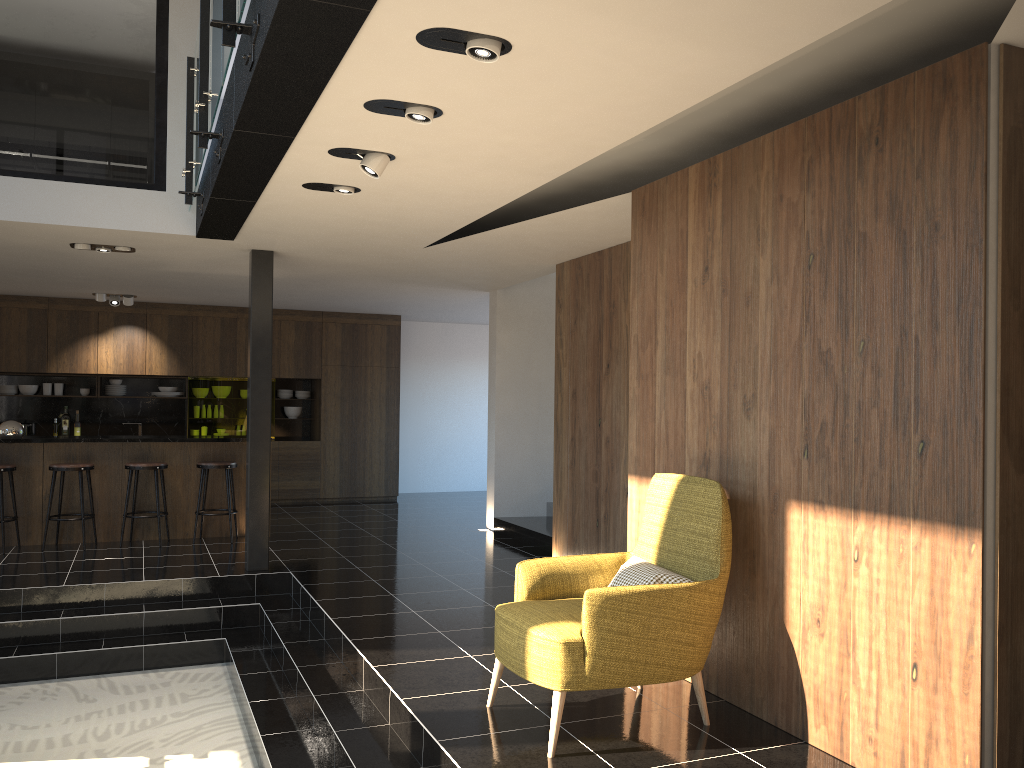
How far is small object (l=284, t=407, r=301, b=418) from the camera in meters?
12.8

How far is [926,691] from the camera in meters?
3.2 m

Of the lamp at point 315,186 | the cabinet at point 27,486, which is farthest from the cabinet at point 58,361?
the lamp at point 315,186

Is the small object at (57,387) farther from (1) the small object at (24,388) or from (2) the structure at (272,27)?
(2) the structure at (272,27)

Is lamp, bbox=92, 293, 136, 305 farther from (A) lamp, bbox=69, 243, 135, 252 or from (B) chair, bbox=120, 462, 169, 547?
(A) lamp, bbox=69, 243, 135, 252

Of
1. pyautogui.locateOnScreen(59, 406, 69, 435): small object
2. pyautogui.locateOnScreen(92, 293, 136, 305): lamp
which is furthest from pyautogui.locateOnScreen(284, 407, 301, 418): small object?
pyautogui.locateOnScreen(59, 406, 69, 435): small object

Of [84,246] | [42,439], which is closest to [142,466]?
[42,439]

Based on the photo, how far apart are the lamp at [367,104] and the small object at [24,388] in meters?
9.6 m

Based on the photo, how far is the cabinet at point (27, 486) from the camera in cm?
853

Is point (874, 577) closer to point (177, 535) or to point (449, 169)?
point (449, 169)
